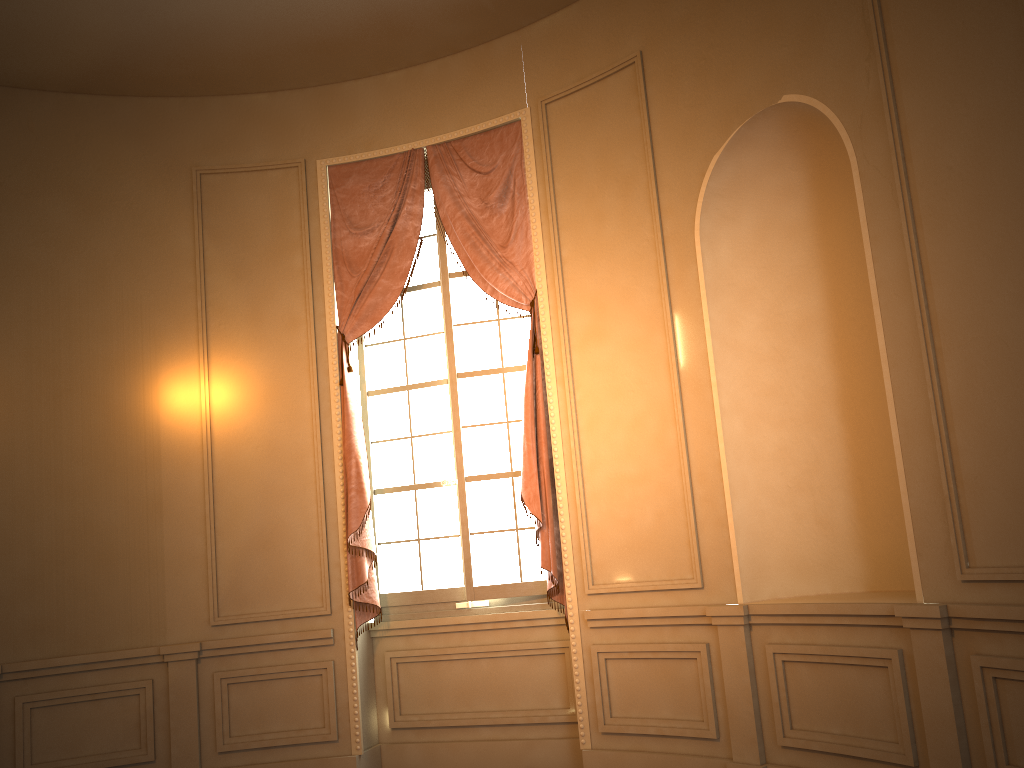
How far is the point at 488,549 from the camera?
5.15m

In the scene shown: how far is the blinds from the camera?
4.92m

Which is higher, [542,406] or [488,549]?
[542,406]

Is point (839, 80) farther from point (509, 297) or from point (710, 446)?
point (509, 297)

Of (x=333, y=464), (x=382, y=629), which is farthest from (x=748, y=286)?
(x=382, y=629)

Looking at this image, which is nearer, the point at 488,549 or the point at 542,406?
the point at 542,406

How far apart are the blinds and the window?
0.1 meters

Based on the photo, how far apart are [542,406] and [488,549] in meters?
0.9 m

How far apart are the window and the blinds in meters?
0.1

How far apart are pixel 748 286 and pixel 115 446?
3.73m
